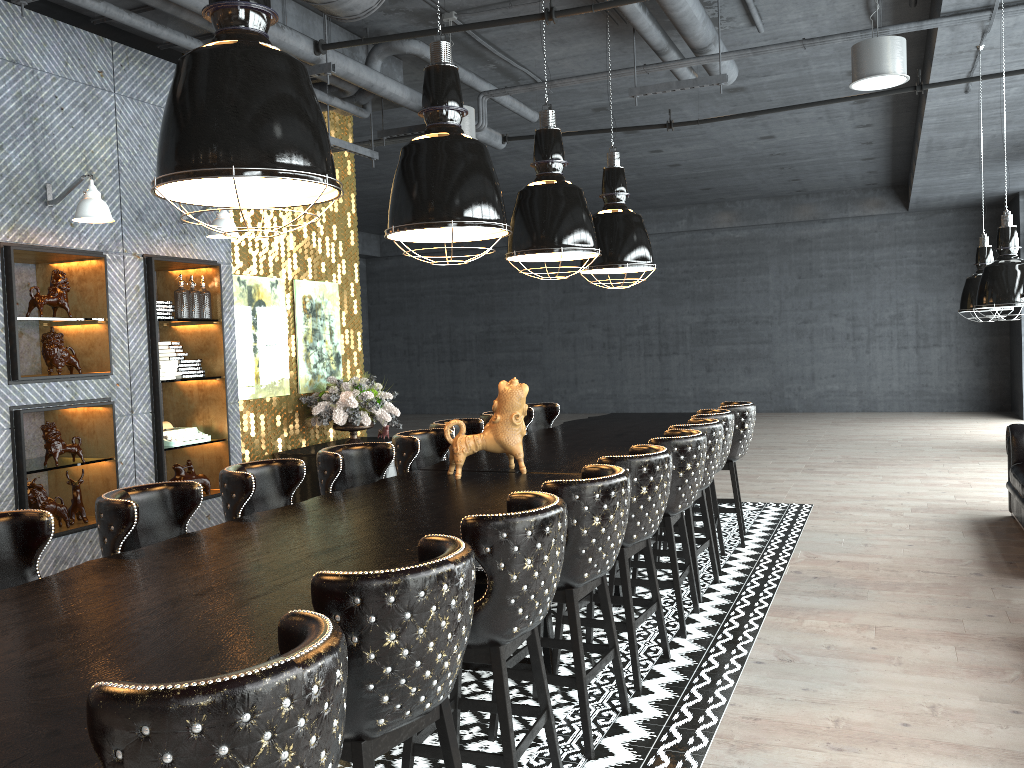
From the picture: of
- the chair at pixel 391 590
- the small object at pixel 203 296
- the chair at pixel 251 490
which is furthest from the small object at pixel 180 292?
the chair at pixel 391 590

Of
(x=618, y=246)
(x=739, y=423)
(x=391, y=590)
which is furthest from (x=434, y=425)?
(x=391, y=590)

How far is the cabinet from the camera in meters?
7.8 m

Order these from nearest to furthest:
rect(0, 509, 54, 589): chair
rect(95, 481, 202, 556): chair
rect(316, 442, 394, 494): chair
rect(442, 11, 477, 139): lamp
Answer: rect(0, 509, 54, 589): chair → rect(95, 481, 202, 556): chair → rect(316, 442, 394, 494): chair → rect(442, 11, 477, 139): lamp

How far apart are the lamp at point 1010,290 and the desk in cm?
228

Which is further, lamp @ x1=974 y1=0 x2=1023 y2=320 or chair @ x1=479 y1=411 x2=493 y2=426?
chair @ x1=479 y1=411 x2=493 y2=426

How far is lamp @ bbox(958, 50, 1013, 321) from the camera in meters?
6.9

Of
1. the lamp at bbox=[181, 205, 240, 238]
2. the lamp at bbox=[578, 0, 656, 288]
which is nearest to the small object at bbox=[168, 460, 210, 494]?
the lamp at bbox=[181, 205, 240, 238]

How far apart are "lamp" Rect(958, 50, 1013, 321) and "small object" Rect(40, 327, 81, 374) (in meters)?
6.53

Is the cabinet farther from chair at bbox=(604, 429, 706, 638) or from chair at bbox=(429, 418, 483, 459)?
chair at bbox=(604, 429, 706, 638)
